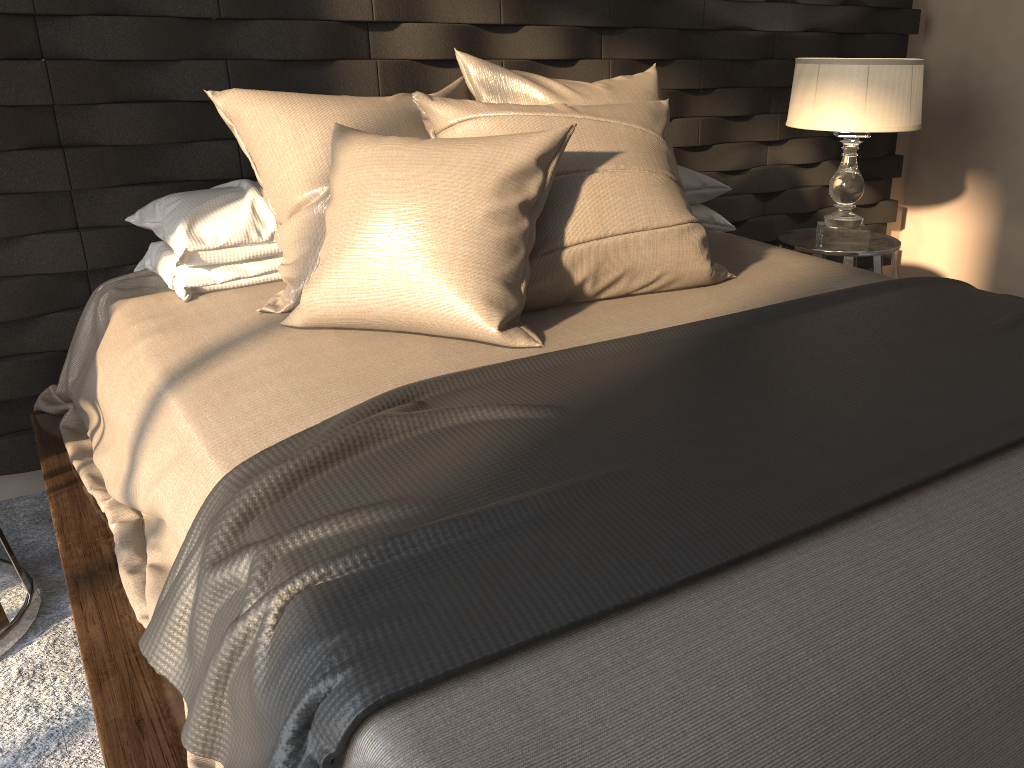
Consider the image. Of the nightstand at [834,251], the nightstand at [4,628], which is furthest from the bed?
the nightstand at [834,251]

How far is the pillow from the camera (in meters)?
1.61

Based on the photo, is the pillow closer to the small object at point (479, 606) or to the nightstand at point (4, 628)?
the small object at point (479, 606)

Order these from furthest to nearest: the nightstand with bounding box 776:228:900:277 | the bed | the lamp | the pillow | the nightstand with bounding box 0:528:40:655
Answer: the nightstand with bounding box 776:228:900:277
the lamp
the nightstand with bounding box 0:528:40:655
the pillow
the bed

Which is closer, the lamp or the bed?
the bed

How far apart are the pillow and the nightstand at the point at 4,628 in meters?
0.8

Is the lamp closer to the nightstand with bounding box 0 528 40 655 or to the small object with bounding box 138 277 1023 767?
the small object with bounding box 138 277 1023 767

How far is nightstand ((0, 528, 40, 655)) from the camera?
1.8m

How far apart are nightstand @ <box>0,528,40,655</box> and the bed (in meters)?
0.15

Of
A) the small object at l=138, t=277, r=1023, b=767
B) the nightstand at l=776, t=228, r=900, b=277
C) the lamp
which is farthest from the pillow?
the nightstand at l=776, t=228, r=900, b=277
